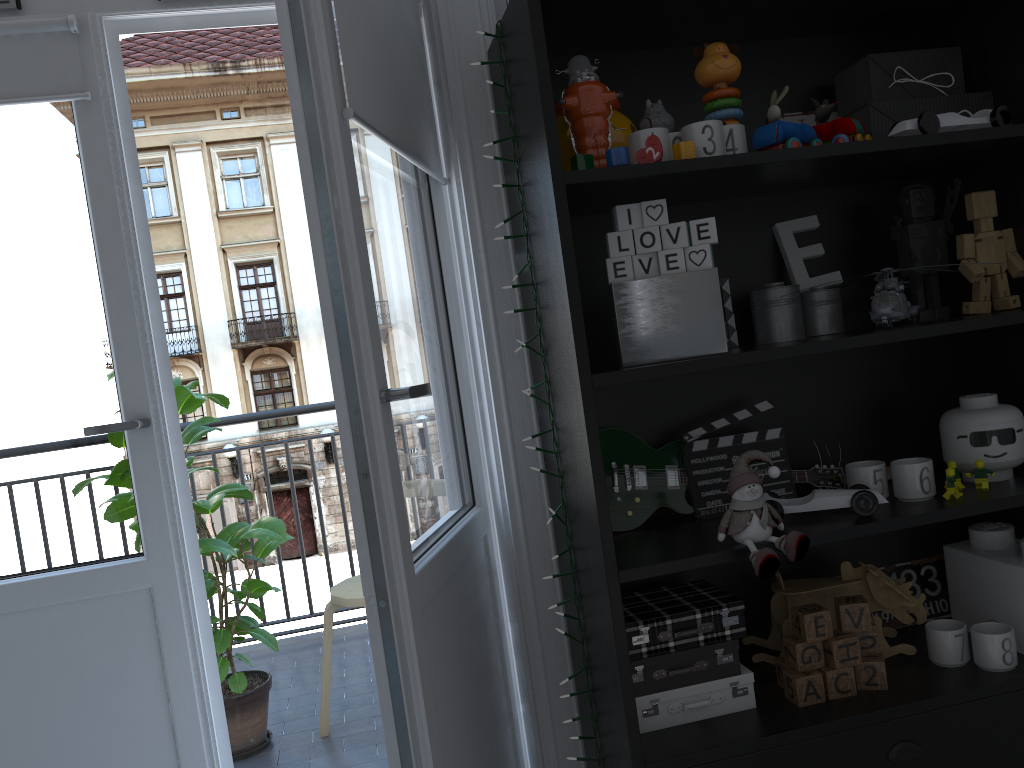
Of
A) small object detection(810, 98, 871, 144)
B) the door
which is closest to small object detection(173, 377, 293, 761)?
the door

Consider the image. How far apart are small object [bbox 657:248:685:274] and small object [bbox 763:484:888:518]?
0.43m

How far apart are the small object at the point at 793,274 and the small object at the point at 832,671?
0.70m

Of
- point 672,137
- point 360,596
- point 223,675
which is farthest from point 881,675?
point 223,675

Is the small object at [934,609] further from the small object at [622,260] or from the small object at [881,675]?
the small object at [622,260]

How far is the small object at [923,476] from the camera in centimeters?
152cm

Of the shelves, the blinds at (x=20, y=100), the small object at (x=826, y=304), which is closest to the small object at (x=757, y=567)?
the shelves

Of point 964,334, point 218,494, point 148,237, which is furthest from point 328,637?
point 964,334

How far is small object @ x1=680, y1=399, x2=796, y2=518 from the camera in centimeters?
163cm

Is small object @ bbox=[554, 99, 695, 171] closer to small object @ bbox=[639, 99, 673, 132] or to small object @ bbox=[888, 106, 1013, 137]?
small object @ bbox=[639, 99, 673, 132]
